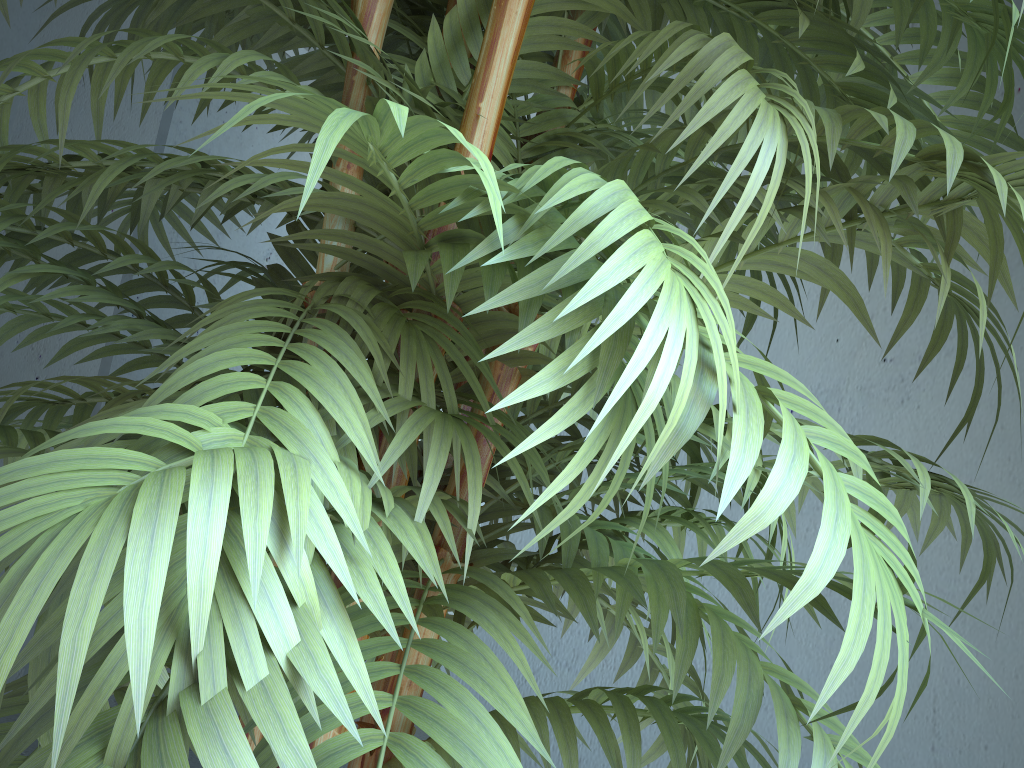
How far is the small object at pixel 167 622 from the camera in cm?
31

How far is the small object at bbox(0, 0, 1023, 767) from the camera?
0.3 meters

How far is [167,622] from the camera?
0.3 meters
